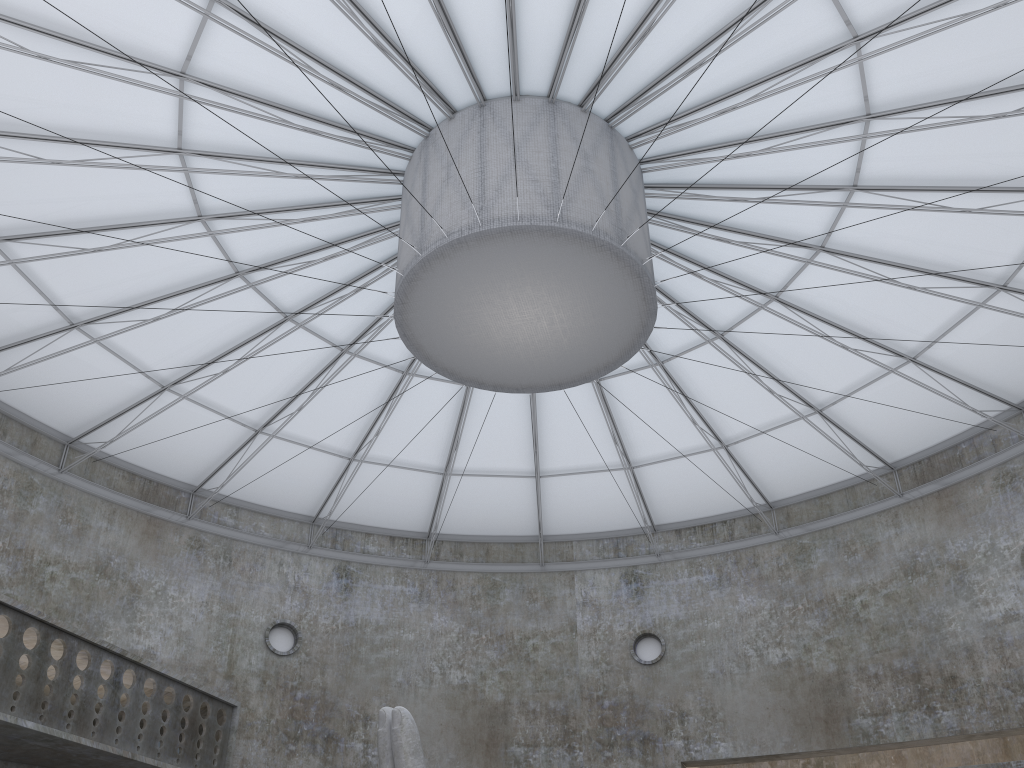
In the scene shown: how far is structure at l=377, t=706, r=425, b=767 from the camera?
16.47m

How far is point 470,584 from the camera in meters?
41.3

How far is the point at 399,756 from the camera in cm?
1647

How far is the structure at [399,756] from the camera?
16.5m
